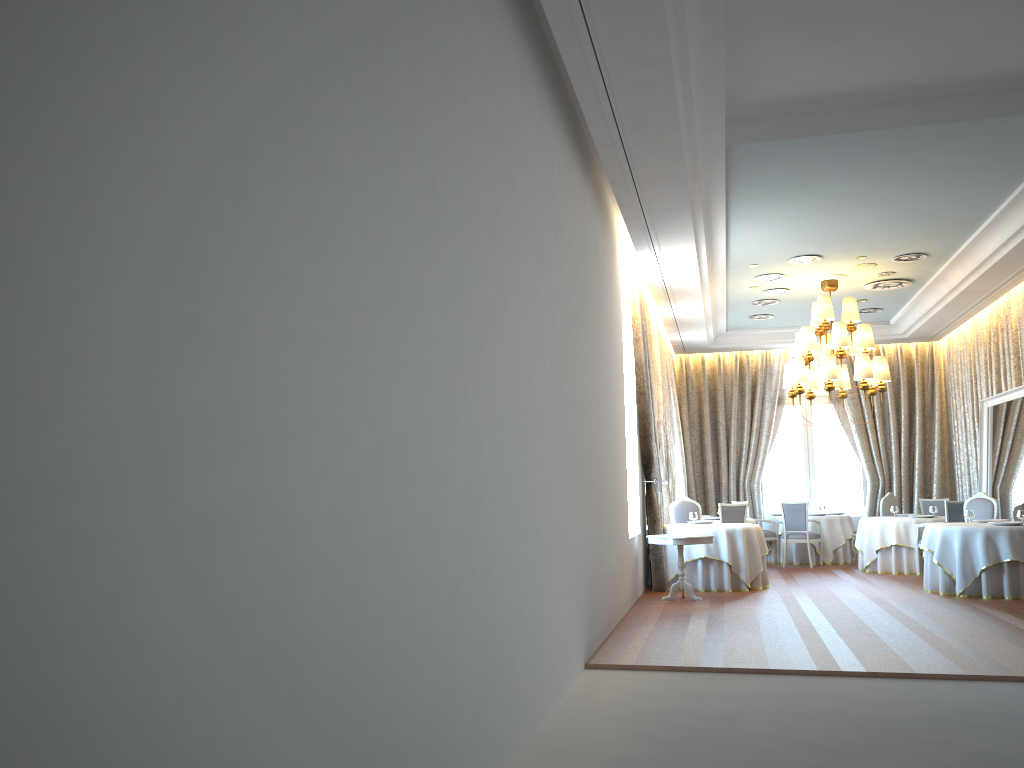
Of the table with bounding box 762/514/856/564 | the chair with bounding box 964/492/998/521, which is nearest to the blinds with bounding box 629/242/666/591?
the chair with bounding box 964/492/998/521

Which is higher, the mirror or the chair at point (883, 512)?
the mirror

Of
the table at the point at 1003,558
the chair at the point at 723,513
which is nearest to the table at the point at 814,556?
the chair at the point at 723,513

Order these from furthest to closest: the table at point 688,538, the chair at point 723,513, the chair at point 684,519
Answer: the chair at point 723,513, the chair at point 684,519, the table at point 688,538

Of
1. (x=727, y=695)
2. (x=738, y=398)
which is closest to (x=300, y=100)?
(x=727, y=695)

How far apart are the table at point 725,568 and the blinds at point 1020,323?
4.9m

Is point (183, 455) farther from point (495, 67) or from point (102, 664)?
point (495, 67)

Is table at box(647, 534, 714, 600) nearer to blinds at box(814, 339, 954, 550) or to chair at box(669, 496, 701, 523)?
chair at box(669, 496, 701, 523)

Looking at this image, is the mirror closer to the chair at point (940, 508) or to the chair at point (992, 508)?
the chair at point (992, 508)

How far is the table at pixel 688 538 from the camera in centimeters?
1051cm
